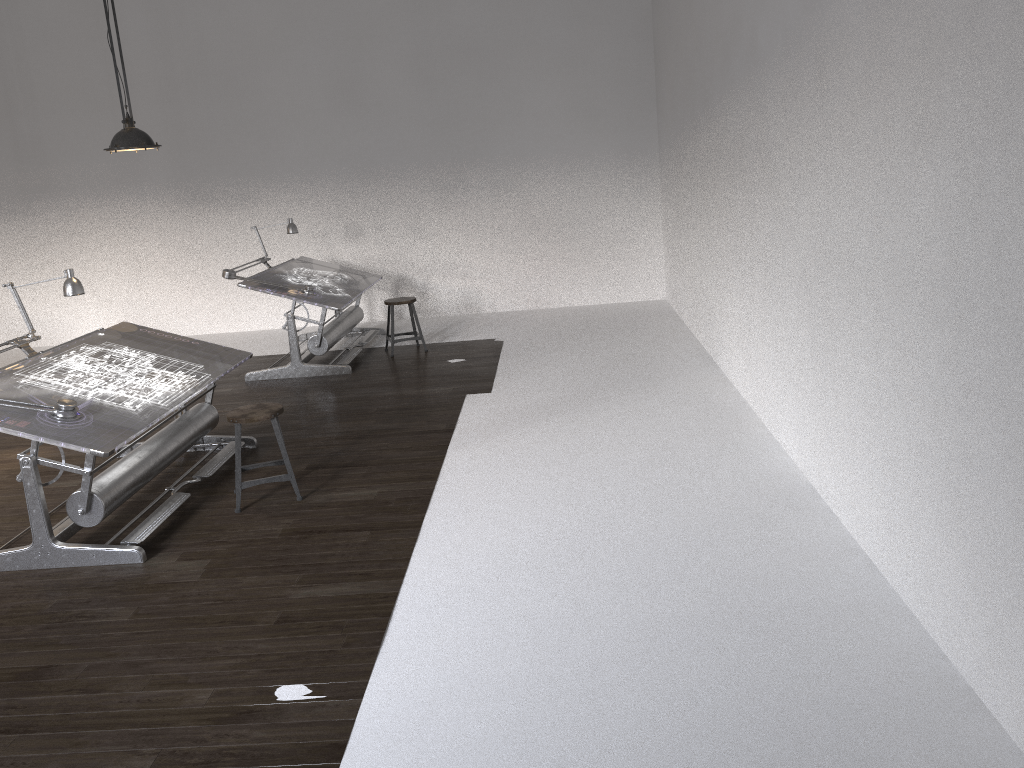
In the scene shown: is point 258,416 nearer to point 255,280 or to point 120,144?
point 120,144

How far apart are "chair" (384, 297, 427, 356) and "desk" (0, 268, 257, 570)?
2.6 meters

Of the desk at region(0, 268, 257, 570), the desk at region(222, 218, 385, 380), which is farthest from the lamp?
the desk at region(222, 218, 385, 380)

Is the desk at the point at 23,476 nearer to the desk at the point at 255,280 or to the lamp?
the lamp

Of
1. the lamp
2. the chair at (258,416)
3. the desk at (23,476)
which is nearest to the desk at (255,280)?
the desk at (23,476)

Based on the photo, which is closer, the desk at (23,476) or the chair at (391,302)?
the desk at (23,476)

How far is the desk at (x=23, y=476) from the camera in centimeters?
430cm

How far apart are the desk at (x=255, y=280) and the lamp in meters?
2.7 m

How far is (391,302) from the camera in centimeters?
848cm

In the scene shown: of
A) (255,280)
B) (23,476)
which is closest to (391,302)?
(255,280)
